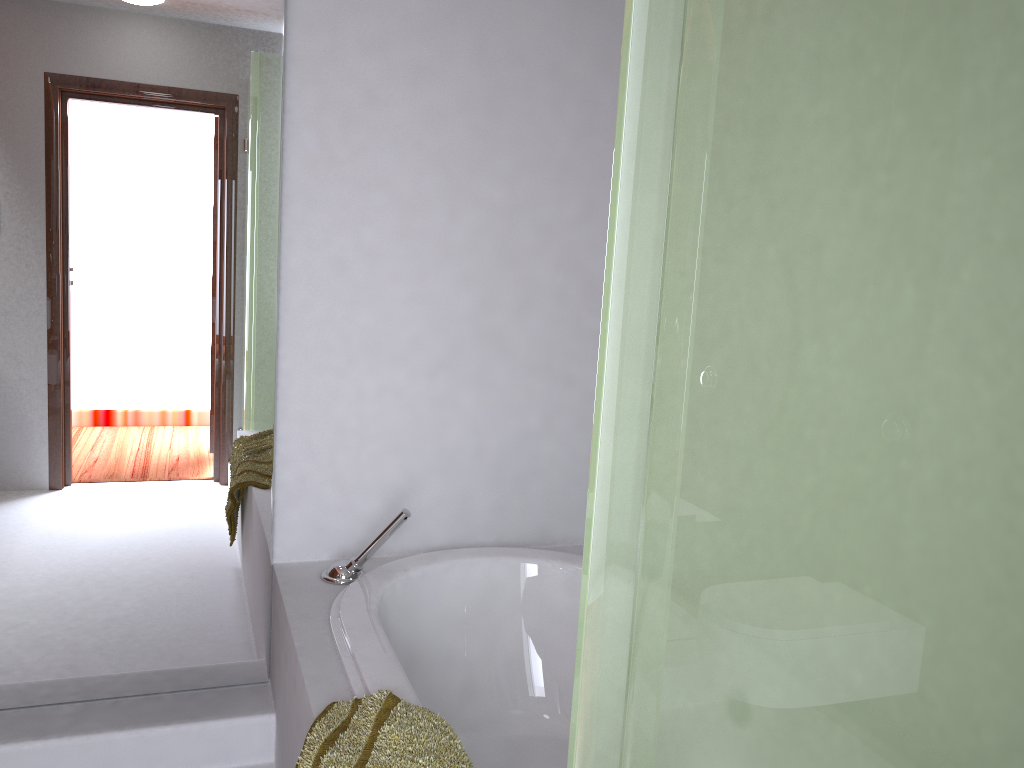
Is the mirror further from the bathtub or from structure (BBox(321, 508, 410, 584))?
the bathtub

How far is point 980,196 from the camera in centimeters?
34cm

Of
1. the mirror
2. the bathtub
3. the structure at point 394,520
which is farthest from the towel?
the mirror

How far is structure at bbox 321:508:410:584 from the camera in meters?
2.2 m

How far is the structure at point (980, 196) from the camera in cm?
34

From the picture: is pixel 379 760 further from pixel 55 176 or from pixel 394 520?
pixel 55 176

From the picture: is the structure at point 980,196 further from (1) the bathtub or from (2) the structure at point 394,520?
(2) the structure at point 394,520

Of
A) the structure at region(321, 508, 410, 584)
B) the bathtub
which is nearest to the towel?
the bathtub

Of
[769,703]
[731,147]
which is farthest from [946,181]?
[769,703]

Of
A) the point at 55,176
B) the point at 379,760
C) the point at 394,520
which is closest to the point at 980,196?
the point at 379,760
